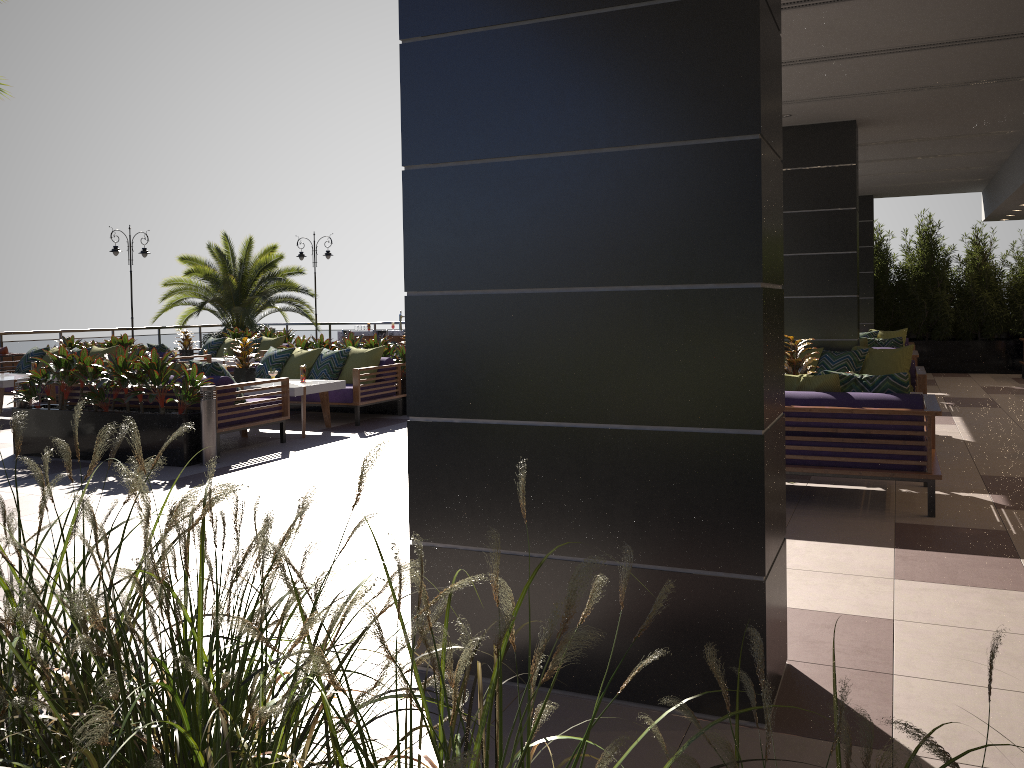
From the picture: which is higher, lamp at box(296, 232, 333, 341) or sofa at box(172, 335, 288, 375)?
lamp at box(296, 232, 333, 341)

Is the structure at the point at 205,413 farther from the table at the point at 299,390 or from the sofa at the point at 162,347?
the sofa at the point at 162,347

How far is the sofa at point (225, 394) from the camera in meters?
8.4

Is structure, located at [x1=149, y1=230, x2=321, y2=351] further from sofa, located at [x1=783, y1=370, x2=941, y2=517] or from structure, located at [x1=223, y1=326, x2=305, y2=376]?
sofa, located at [x1=783, y1=370, x2=941, y2=517]

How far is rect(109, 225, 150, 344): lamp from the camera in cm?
1896

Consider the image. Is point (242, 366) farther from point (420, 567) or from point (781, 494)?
point (420, 567)

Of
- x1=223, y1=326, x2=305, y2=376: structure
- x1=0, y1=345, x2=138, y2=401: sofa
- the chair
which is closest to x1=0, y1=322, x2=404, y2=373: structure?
the chair

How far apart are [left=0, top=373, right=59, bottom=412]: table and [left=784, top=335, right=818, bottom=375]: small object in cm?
943

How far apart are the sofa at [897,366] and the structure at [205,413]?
6.0 meters

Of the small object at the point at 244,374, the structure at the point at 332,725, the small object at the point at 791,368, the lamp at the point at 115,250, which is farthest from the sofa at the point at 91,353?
the structure at the point at 332,725
